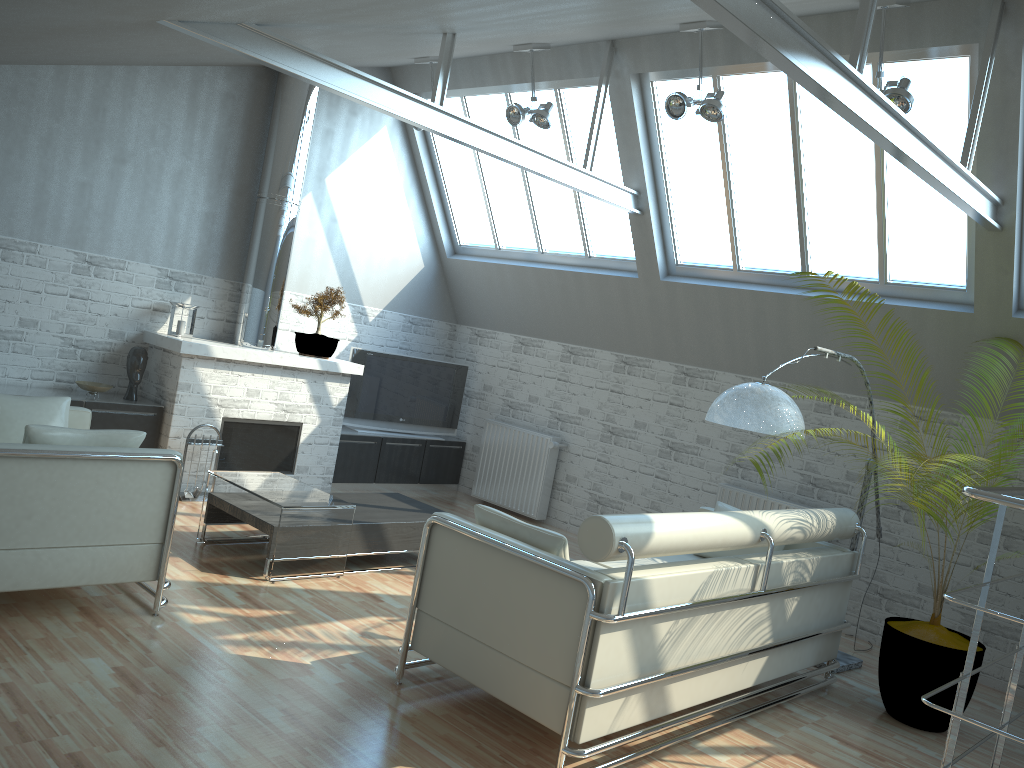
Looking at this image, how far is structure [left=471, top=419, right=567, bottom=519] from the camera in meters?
16.0

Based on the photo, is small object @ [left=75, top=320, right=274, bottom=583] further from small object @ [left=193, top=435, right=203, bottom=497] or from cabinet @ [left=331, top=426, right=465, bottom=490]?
cabinet @ [left=331, top=426, right=465, bottom=490]

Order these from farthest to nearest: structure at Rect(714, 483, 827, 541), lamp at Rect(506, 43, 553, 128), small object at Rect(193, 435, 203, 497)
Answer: small object at Rect(193, 435, 203, 497) → structure at Rect(714, 483, 827, 541) → lamp at Rect(506, 43, 553, 128)

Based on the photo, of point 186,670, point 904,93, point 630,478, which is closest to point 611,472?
point 630,478

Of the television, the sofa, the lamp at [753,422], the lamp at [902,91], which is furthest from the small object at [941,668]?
the television

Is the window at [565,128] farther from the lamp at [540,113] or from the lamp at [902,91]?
the lamp at [902,91]

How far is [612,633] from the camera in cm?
661

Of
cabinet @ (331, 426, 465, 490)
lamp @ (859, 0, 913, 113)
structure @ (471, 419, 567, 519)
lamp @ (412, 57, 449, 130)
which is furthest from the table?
lamp @ (859, 0, 913, 113)

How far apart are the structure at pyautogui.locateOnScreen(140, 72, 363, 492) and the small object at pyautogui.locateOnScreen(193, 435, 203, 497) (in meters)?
0.42

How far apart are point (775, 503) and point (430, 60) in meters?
8.6 m
